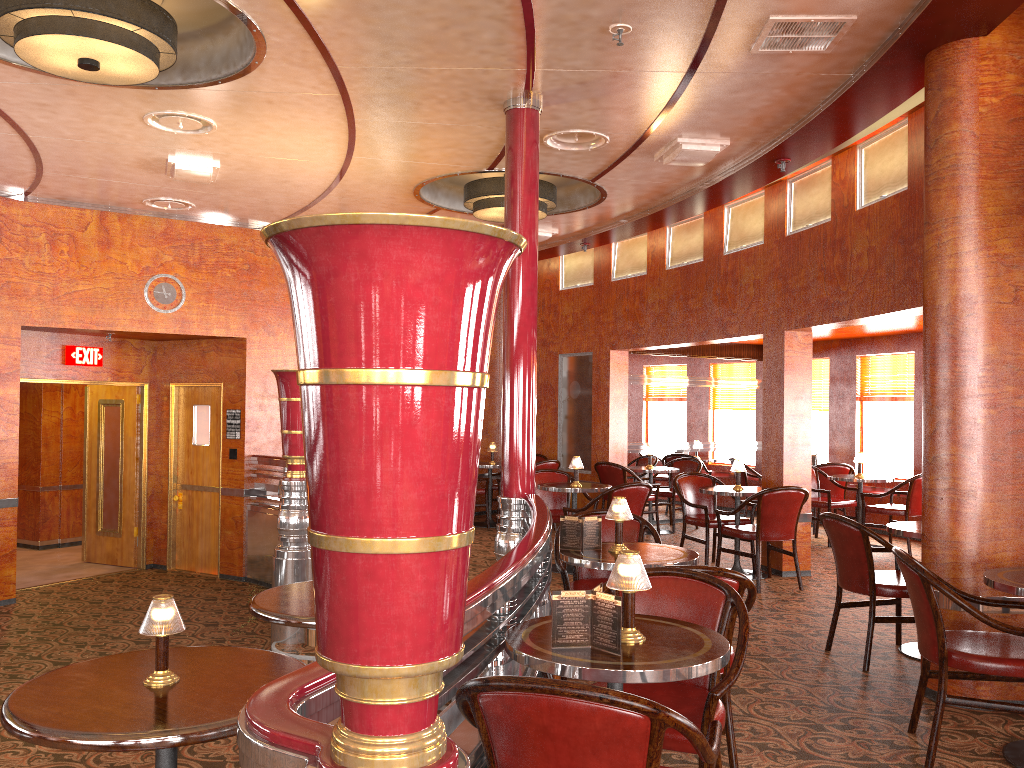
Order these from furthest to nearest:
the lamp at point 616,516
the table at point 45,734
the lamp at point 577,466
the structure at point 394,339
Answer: the lamp at point 577,466
the lamp at point 616,516
the table at point 45,734
the structure at point 394,339

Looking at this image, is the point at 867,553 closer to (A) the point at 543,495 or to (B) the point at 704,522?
(B) the point at 704,522

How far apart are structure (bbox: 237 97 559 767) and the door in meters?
5.9 m

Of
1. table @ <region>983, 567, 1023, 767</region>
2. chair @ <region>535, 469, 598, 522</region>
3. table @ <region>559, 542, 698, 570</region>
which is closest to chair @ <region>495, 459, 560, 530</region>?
chair @ <region>535, 469, 598, 522</region>

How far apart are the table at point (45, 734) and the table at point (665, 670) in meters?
0.7

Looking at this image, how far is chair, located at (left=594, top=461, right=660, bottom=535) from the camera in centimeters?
943cm

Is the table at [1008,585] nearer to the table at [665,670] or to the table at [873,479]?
the table at [665,670]

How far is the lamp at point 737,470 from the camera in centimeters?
741cm

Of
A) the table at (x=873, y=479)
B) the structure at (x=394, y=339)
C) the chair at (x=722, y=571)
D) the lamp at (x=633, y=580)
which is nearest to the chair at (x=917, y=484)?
the table at (x=873, y=479)

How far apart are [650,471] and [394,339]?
8.73m
